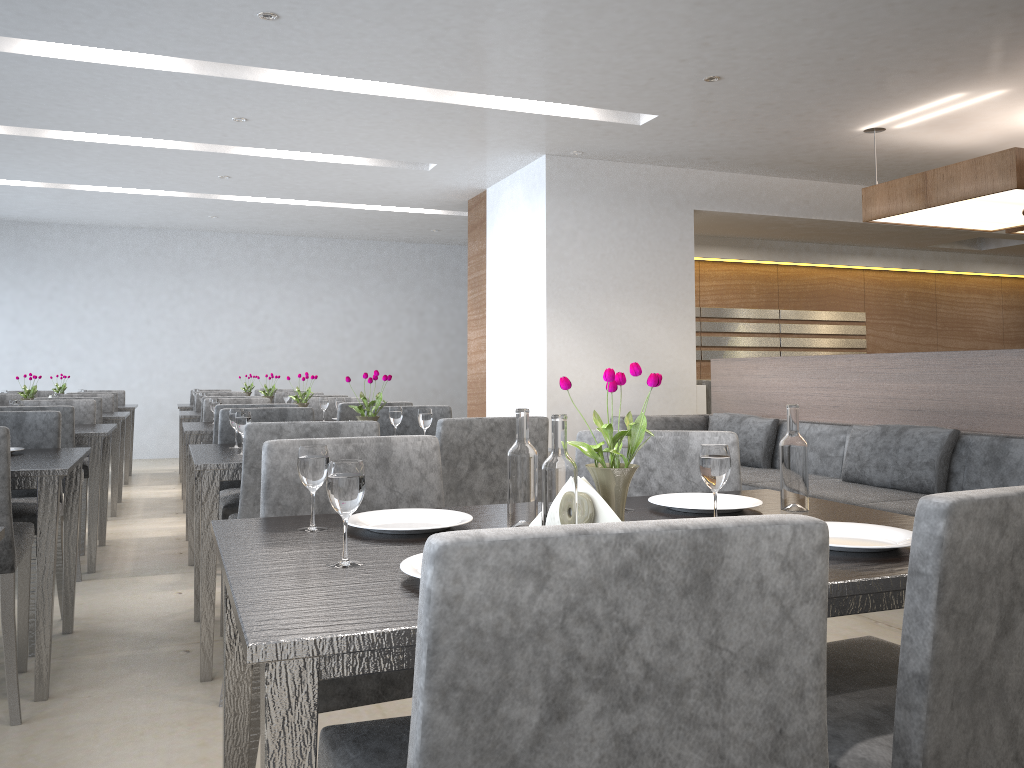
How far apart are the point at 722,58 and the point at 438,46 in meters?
1.4

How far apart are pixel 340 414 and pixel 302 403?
0.52m

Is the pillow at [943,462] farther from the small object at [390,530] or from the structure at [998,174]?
the small object at [390,530]

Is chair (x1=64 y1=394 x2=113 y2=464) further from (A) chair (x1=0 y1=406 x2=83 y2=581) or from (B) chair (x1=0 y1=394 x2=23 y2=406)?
(A) chair (x1=0 y1=406 x2=83 y2=581)

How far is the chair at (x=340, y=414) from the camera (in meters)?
4.26

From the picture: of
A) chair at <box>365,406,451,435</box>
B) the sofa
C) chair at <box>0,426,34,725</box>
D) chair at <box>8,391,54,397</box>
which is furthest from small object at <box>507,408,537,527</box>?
chair at <box>8,391,54,397</box>

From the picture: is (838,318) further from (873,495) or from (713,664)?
(713,664)

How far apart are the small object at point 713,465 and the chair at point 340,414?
3.0 meters

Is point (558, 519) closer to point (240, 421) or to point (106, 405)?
point (240, 421)

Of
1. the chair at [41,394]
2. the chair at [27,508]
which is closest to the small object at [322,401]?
the chair at [27,508]
